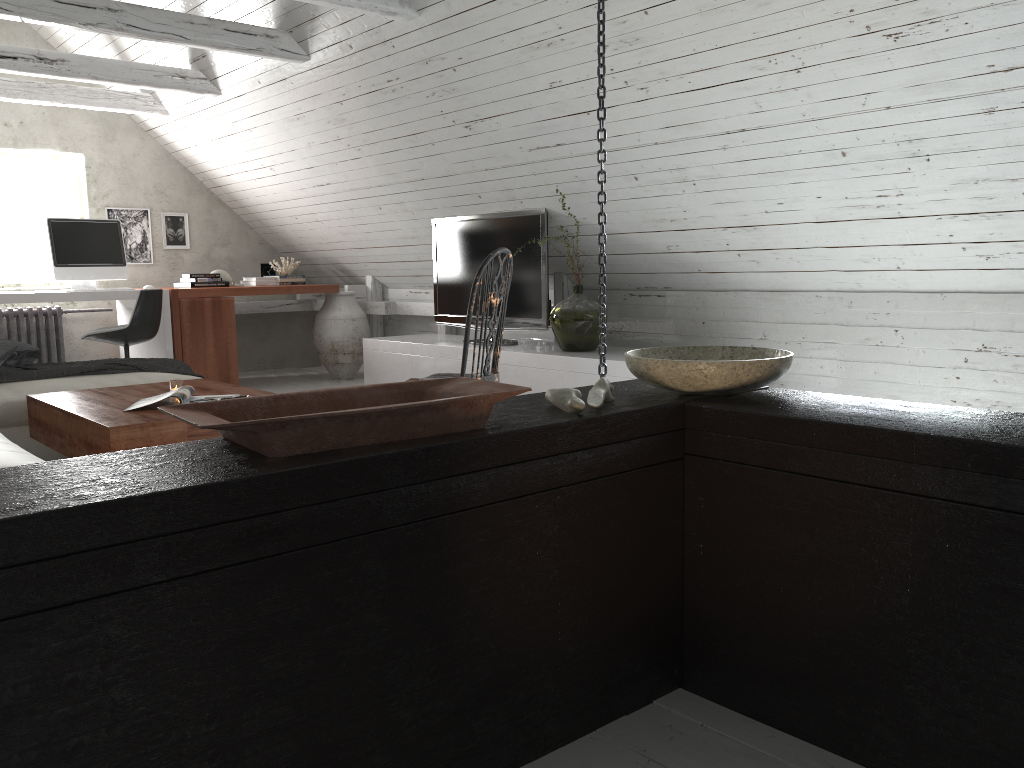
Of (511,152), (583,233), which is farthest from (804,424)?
(583,233)

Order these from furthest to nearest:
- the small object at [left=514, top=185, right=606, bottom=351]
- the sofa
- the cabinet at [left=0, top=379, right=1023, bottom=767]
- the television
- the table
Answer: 1. the television
2. the small object at [left=514, top=185, right=606, bottom=351]
3. the table
4. the sofa
5. the cabinet at [left=0, top=379, right=1023, bottom=767]

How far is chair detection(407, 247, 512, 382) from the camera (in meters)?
3.16

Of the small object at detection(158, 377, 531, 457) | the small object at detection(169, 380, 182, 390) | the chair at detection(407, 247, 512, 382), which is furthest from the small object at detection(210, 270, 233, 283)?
the small object at detection(158, 377, 531, 457)

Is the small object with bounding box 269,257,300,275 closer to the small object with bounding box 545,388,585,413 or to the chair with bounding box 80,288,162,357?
the chair with bounding box 80,288,162,357

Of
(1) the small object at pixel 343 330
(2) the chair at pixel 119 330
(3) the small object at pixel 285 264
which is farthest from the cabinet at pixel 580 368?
(3) the small object at pixel 285 264

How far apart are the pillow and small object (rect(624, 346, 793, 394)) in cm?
313

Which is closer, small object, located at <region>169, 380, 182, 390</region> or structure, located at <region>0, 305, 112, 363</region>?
small object, located at <region>169, 380, 182, 390</region>

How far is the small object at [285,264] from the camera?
7.2 meters

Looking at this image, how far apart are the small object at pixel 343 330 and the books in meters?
3.4
